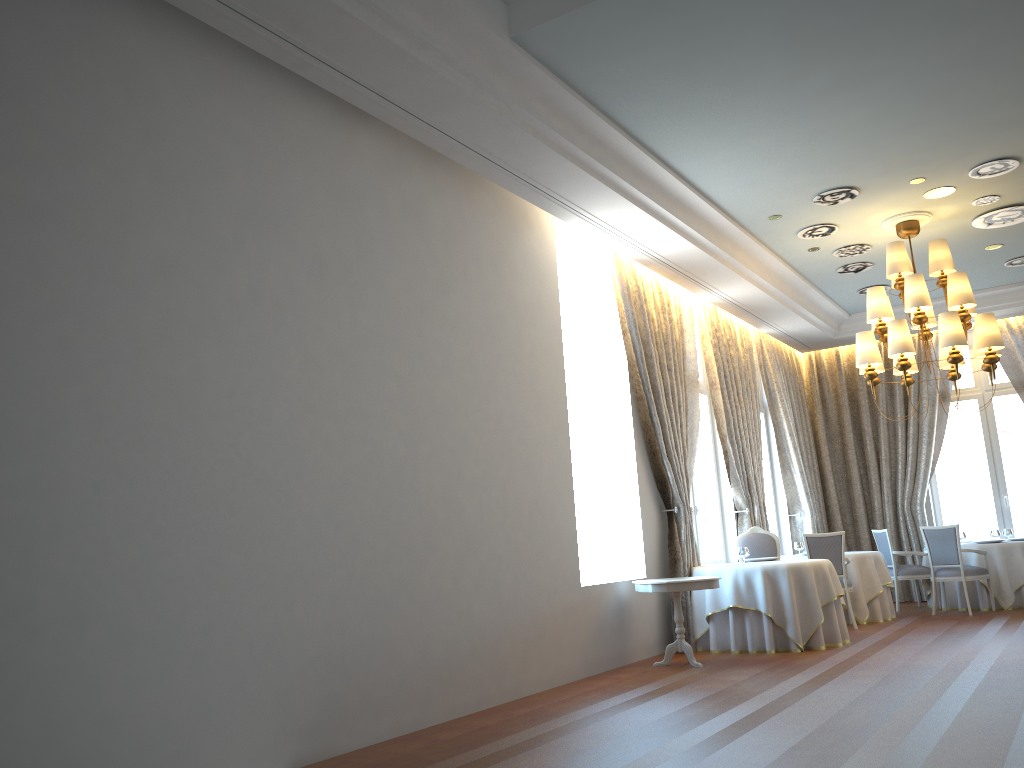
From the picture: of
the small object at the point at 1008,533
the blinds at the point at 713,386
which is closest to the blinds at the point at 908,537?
the small object at the point at 1008,533

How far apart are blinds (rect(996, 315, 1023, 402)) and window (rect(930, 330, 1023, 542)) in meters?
0.3 m

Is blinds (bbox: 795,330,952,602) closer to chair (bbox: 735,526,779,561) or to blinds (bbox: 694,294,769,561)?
blinds (bbox: 694,294,769,561)

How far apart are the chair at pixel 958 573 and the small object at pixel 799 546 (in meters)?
1.53

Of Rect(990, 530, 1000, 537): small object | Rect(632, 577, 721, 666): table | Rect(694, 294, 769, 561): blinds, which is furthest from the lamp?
Rect(990, 530, 1000, 537): small object

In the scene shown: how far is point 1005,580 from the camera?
11.3 meters

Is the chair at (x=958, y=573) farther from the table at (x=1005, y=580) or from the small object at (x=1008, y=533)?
the small object at (x=1008, y=533)

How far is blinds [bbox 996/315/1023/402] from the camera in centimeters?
1304cm

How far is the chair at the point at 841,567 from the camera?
10.3m

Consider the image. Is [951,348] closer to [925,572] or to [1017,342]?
[925,572]
